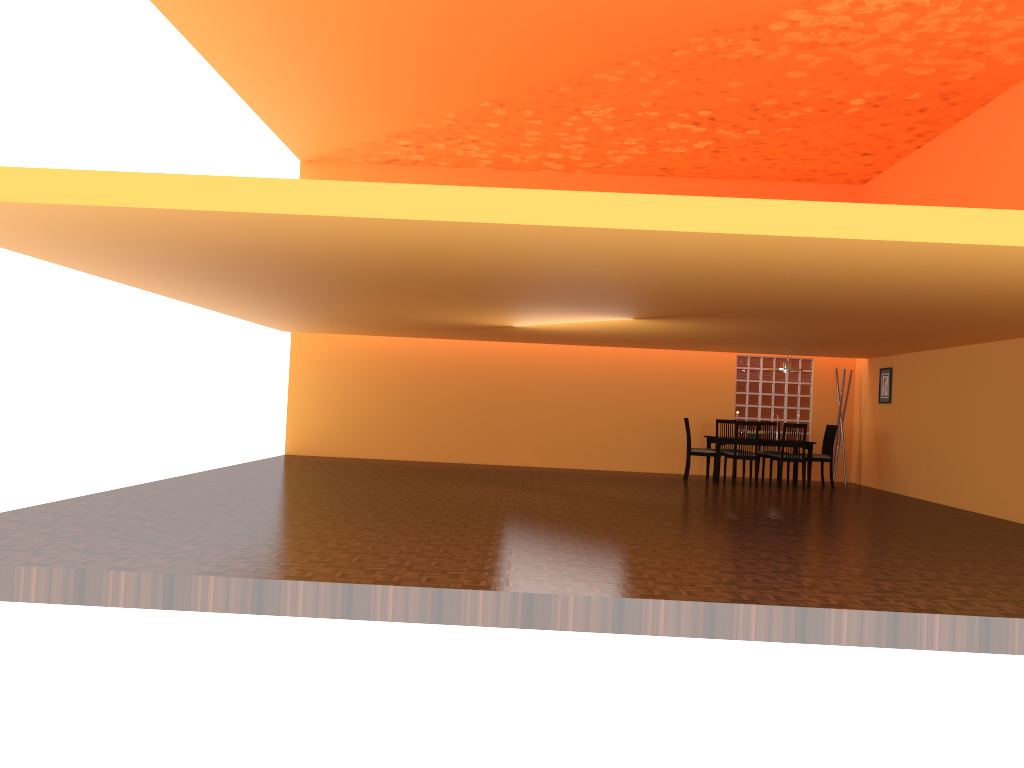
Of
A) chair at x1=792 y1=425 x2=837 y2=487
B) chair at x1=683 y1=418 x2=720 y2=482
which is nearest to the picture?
chair at x1=792 y1=425 x2=837 y2=487

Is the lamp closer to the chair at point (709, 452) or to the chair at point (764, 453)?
the chair at point (764, 453)

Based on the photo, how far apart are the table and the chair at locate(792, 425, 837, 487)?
0.2m

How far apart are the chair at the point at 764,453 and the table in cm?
50

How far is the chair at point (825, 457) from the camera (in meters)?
11.22

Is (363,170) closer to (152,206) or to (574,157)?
(574,157)

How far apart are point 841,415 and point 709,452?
2.3 meters

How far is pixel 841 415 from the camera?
12.16m

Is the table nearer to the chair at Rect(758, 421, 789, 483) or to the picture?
the chair at Rect(758, 421, 789, 483)

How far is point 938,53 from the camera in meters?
7.9 m
